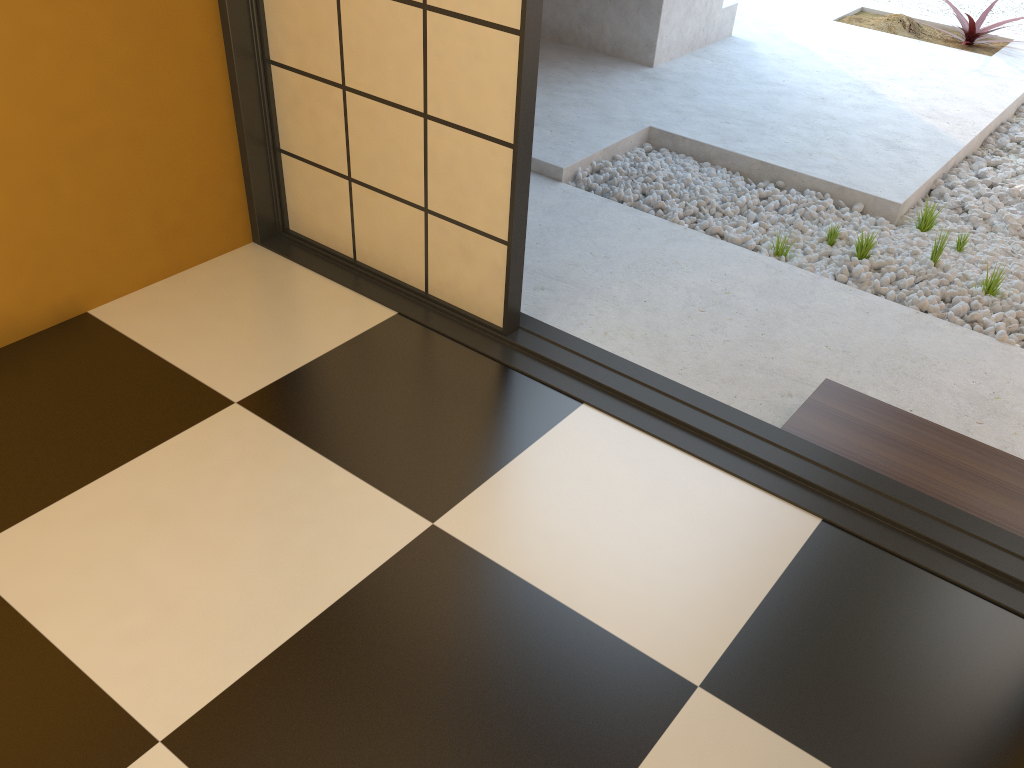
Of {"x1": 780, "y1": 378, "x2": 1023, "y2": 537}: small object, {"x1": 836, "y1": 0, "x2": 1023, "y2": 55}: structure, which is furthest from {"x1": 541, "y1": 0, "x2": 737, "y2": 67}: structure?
{"x1": 780, "y1": 378, "x2": 1023, "y2": 537}: small object

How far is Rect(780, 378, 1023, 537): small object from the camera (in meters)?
2.15

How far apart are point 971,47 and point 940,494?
4.8m

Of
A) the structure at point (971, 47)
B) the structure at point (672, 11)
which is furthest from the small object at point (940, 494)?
the structure at point (971, 47)

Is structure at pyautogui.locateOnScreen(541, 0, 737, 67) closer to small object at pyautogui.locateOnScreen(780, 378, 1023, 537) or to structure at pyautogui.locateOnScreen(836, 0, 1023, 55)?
structure at pyautogui.locateOnScreen(836, 0, 1023, 55)

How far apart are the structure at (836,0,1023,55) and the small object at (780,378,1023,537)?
4.12m

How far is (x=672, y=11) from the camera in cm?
486

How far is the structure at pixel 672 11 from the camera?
4.9m

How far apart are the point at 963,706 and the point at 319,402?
1.56m

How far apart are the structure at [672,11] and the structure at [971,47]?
1.1m
